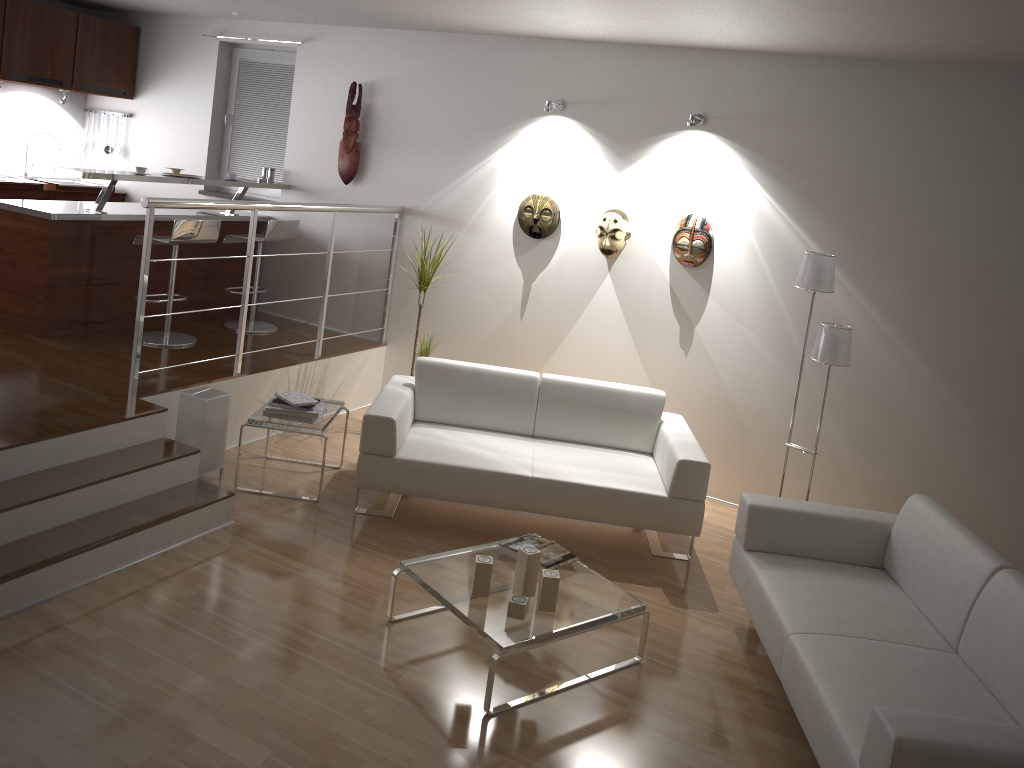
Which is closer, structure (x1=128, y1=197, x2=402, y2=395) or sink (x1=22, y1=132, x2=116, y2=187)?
structure (x1=128, y1=197, x2=402, y2=395)

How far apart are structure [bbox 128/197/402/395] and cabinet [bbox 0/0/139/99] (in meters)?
2.94

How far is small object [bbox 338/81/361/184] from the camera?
6.40m

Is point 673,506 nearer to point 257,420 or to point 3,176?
point 257,420

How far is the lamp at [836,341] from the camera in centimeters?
459cm

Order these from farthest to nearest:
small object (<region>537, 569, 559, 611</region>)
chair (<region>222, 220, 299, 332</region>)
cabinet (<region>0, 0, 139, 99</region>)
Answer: cabinet (<region>0, 0, 139, 99</region>) < chair (<region>222, 220, 299, 332</region>) < small object (<region>537, 569, 559, 611</region>)

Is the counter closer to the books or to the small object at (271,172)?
the small object at (271,172)

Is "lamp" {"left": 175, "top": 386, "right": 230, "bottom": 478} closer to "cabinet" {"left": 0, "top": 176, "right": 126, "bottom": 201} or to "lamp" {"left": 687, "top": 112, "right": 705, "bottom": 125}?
"lamp" {"left": 687, "top": 112, "right": 705, "bottom": 125}

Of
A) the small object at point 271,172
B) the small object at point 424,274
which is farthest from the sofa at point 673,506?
the small object at point 271,172

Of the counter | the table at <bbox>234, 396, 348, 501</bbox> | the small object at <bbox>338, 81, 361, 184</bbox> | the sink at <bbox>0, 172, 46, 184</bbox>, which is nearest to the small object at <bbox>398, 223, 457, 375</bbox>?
the table at <bbox>234, 396, 348, 501</bbox>
